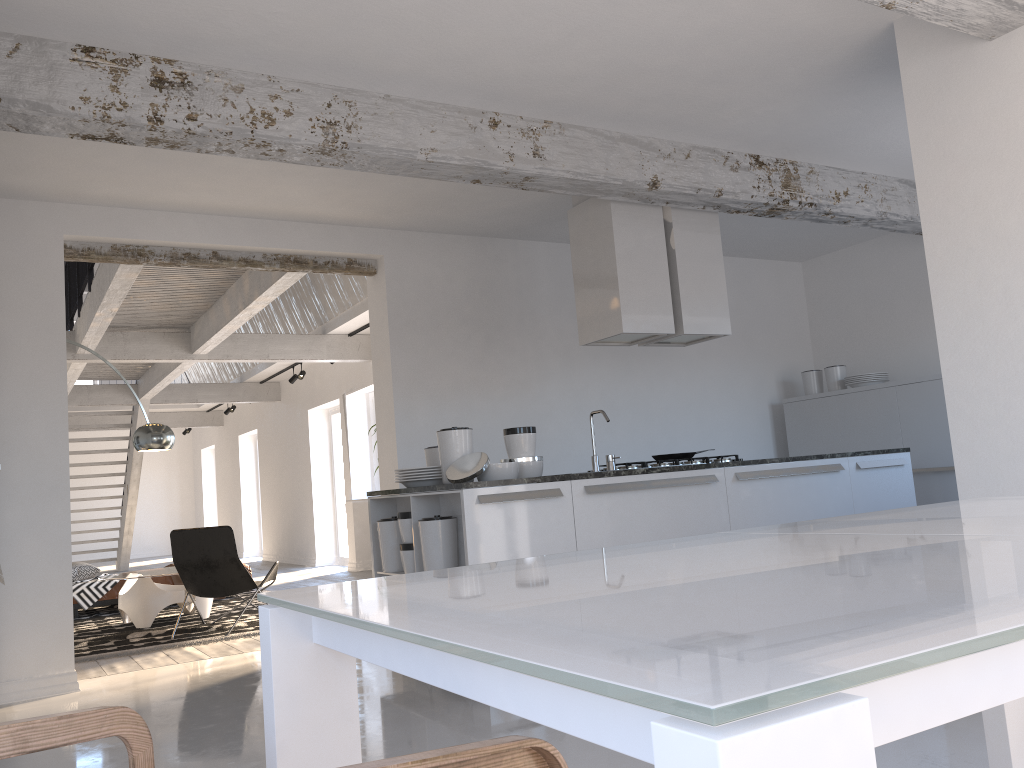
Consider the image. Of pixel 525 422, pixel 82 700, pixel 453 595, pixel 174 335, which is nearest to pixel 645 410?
pixel 525 422

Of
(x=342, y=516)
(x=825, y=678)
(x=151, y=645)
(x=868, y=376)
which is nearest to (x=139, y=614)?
(x=151, y=645)

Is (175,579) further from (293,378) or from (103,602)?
(293,378)

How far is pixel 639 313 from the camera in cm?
540

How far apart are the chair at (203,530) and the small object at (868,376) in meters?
4.9

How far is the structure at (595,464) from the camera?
5.0m

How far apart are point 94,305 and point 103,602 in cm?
311

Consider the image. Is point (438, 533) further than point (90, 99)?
Yes

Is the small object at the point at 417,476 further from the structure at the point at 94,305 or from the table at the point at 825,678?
the table at the point at 825,678

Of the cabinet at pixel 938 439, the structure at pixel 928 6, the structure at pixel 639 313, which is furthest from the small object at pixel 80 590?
the structure at pixel 928 6
